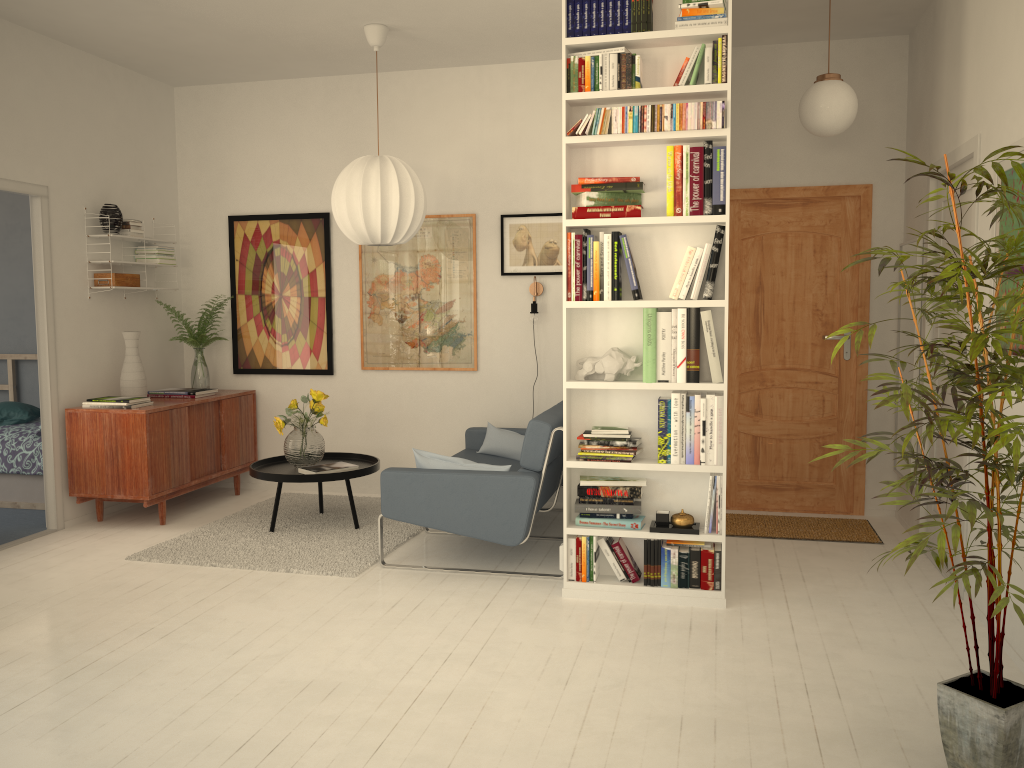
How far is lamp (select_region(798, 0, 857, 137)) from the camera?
4.2 meters

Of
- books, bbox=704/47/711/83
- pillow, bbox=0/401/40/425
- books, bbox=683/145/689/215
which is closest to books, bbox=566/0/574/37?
books, bbox=704/47/711/83

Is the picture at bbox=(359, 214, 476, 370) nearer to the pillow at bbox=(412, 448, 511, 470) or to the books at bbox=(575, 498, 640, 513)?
the pillow at bbox=(412, 448, 511, 470)

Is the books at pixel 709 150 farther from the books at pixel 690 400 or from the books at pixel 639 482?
the books at pixel 639 482

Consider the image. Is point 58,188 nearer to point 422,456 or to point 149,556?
point 149,556

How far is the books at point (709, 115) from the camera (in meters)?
3.68

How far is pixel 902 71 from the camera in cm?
526

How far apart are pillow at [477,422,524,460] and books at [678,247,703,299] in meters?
2.1 m

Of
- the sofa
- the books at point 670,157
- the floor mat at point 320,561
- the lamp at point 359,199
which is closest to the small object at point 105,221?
the lamp at point 359,199

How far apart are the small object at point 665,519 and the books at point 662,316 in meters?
0.6
